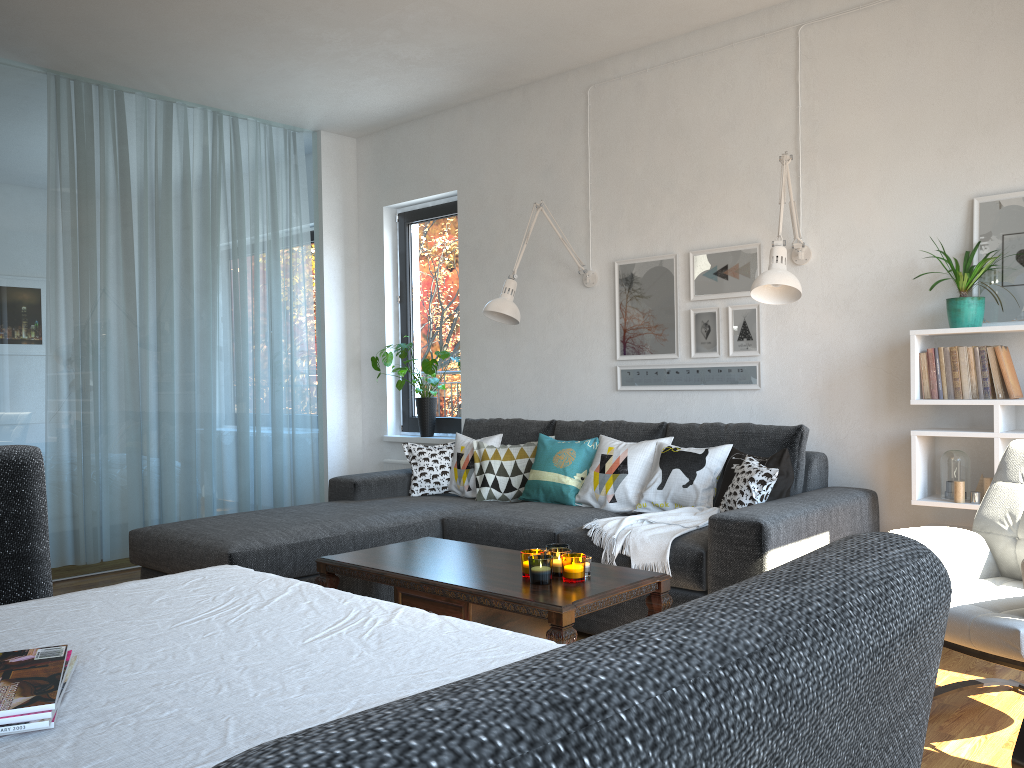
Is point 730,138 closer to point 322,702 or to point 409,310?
point 409,310

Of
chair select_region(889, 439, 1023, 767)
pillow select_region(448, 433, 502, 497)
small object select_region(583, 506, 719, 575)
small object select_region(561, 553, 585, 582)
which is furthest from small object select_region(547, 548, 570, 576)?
pillow select_region(448, 433, 502, 497)

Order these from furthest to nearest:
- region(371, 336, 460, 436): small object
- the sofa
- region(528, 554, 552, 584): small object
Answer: region(371, 336, 460, 436): small object < the sofa < region(528, 554, 552, 584): small object

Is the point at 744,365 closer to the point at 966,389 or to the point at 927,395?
the point at 927,395

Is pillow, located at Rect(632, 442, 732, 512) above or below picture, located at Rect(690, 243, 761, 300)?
below

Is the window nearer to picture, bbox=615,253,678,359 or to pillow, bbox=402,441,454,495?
pillow, bbox=402,441,454,495

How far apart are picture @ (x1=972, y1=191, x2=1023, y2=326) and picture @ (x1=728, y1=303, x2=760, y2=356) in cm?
97

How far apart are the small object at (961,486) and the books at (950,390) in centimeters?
35cm

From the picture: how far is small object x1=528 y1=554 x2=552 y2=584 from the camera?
2.7m

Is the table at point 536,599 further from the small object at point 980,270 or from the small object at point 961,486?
the small object at point 980,270
